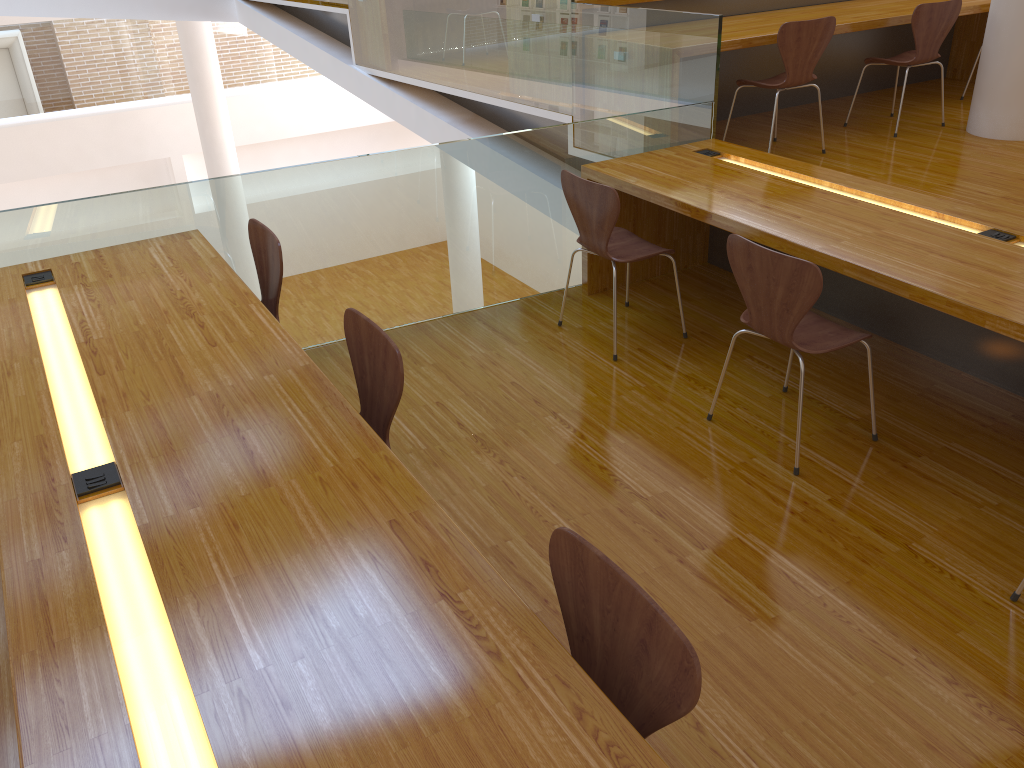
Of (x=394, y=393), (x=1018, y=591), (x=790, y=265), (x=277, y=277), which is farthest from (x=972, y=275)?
(x=277, y=277)

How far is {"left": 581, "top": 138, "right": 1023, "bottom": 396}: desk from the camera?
2.6m

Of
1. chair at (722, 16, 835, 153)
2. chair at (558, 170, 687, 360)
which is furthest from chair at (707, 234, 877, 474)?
chair at (722, 16, 835, 153)

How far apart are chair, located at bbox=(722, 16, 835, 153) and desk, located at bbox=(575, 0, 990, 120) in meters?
0.2

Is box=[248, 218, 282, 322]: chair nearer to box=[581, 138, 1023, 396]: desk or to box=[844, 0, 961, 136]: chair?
box=[581, 138, 1023, 396]: desk

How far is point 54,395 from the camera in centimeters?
225cm

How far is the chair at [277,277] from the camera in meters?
3.0 m

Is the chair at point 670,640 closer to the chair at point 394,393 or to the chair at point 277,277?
the chair at point 394,393

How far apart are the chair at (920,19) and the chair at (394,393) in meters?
3.9

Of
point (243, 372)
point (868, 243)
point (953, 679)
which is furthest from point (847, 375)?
point (243, 372)
